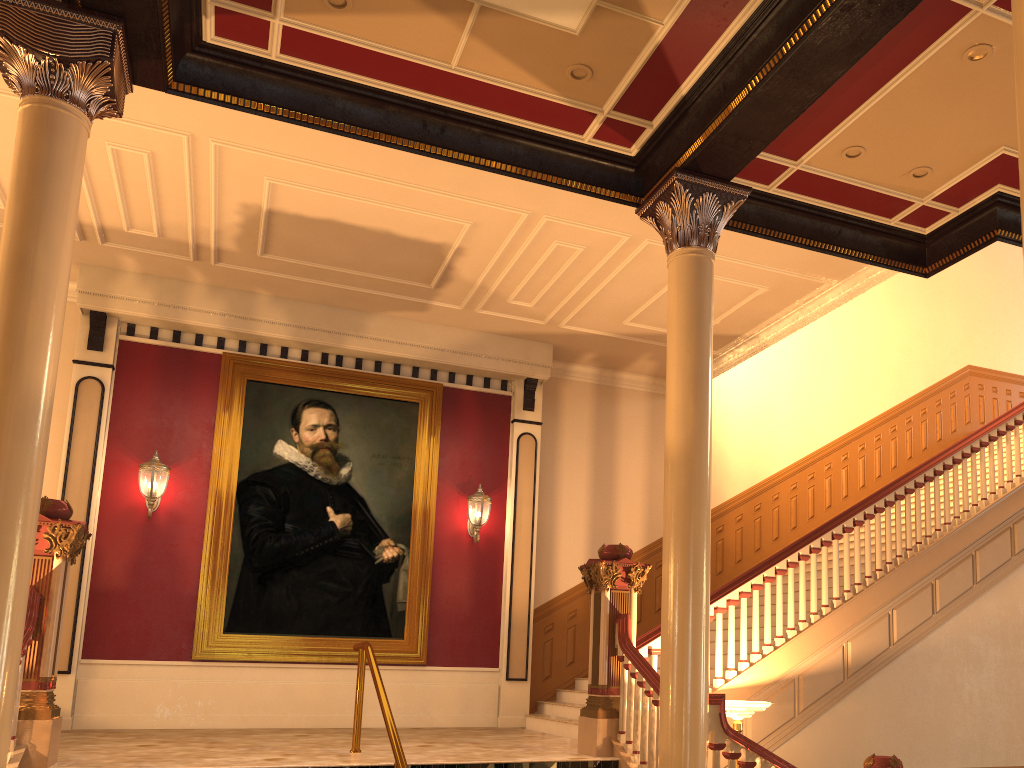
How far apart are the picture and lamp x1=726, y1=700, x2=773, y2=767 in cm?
443

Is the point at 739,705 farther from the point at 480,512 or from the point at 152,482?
the point at 152,482

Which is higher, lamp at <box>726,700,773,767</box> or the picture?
the picture

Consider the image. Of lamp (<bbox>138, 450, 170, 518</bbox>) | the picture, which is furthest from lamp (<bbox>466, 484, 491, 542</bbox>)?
lamp (<bbox>138, 450, 170, 518</bbox>)

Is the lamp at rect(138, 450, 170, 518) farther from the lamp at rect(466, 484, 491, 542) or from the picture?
the lamp at rect(466, 484, 491, 542)

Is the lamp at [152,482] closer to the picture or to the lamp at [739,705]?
the picture

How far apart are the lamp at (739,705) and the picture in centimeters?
443cm

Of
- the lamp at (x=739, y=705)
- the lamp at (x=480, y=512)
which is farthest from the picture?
the lamp at (x=739, y=705)

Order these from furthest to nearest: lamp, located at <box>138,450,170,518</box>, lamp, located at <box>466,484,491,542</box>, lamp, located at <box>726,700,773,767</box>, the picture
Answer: lamp, located at <box>466,484,491,542</box>
the picture
lamp, located at <box>138,450,170,518</box>
lamp, located at <box>726,700,773,767</box>

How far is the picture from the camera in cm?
963
